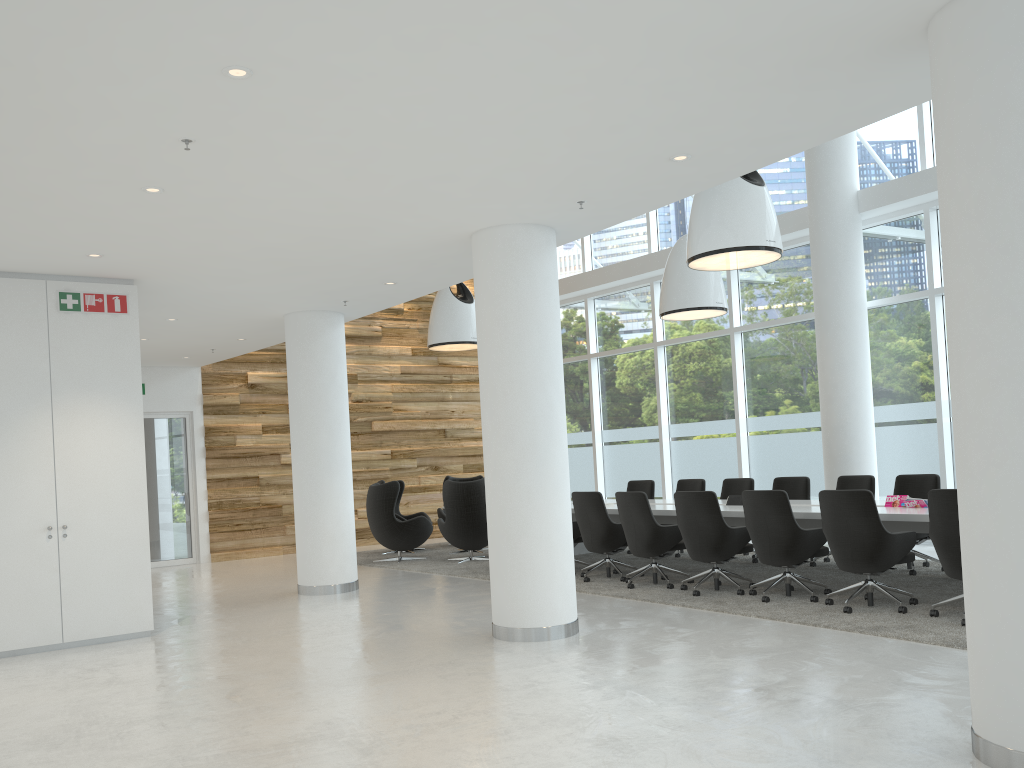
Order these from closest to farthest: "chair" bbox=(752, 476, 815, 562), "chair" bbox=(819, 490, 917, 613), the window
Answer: "chair" bbox=(819, 490, 917, 613)
"chair" bbox=(752, 476, 815, 562)
the window

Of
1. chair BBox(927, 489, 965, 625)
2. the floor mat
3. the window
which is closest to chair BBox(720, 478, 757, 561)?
the floor mat

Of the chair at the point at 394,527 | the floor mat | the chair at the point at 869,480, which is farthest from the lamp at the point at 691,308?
the chair at the point at 394,527

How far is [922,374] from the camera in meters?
11.4

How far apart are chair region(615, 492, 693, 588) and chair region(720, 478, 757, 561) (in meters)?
2.25

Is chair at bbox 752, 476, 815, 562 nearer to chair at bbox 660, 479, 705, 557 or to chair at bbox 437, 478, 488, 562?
chair at bbox 660, 479, 705, 557

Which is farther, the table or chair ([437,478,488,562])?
chair ([437,478,488,562])

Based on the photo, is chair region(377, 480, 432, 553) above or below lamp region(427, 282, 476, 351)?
below

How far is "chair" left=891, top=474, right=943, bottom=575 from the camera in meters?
8.9 m

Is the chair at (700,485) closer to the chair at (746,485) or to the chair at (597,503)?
the chair at (746,485)
